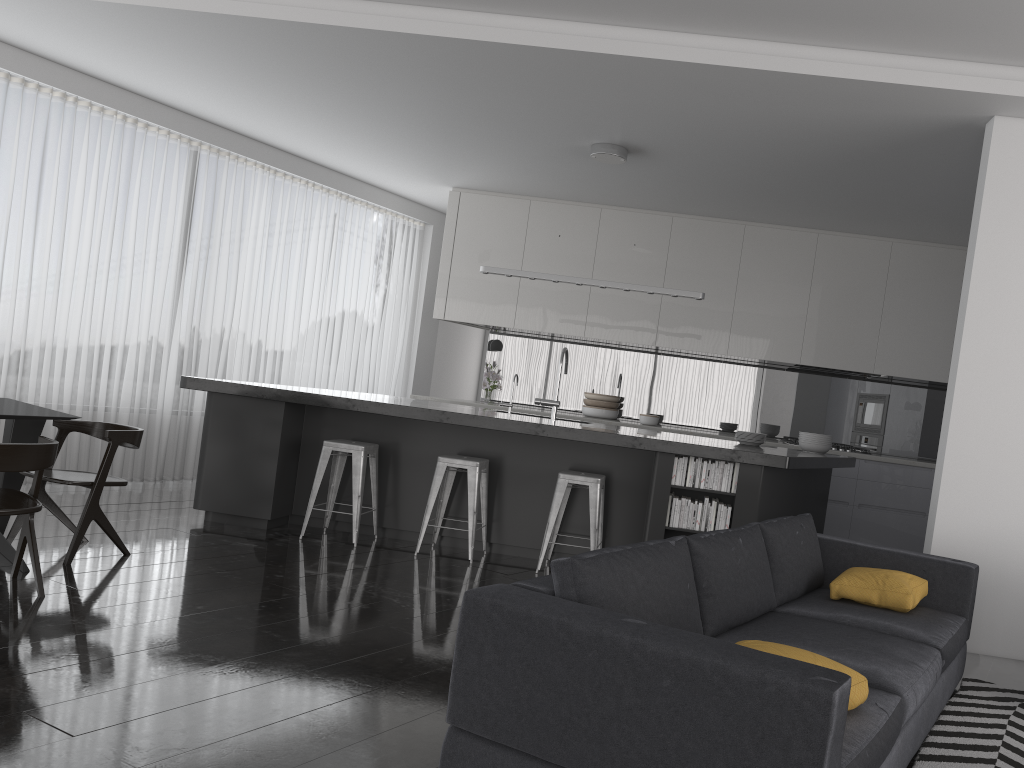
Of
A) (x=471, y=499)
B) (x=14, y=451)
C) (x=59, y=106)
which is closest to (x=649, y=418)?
(x=471, y=499)

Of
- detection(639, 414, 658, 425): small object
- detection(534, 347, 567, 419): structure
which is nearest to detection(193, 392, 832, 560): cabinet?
detection(534, 347, 567, 419): structure

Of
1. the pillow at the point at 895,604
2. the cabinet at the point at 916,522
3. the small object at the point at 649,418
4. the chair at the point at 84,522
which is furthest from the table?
the cabinet at the point at 916,522

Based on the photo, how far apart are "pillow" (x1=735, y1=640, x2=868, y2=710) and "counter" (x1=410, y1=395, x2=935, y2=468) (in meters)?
5.69

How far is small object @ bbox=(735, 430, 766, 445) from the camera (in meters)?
6.48

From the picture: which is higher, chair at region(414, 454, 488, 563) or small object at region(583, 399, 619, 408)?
small object at region(583, 399, 619, 408)

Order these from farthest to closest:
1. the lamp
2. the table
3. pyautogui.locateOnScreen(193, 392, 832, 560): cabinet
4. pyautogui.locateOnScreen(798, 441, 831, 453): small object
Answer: pyautogui.locateOnScreen(798, 441, 831, 453): small object < the lamp < pyautogui.locateOnScreen(193, 392, 832, 560): cabinet < the table

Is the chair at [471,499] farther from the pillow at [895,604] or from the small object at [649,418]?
the small object at [649,418]

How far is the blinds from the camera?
6.7 meters

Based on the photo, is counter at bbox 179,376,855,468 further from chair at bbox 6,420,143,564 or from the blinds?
the blinds
